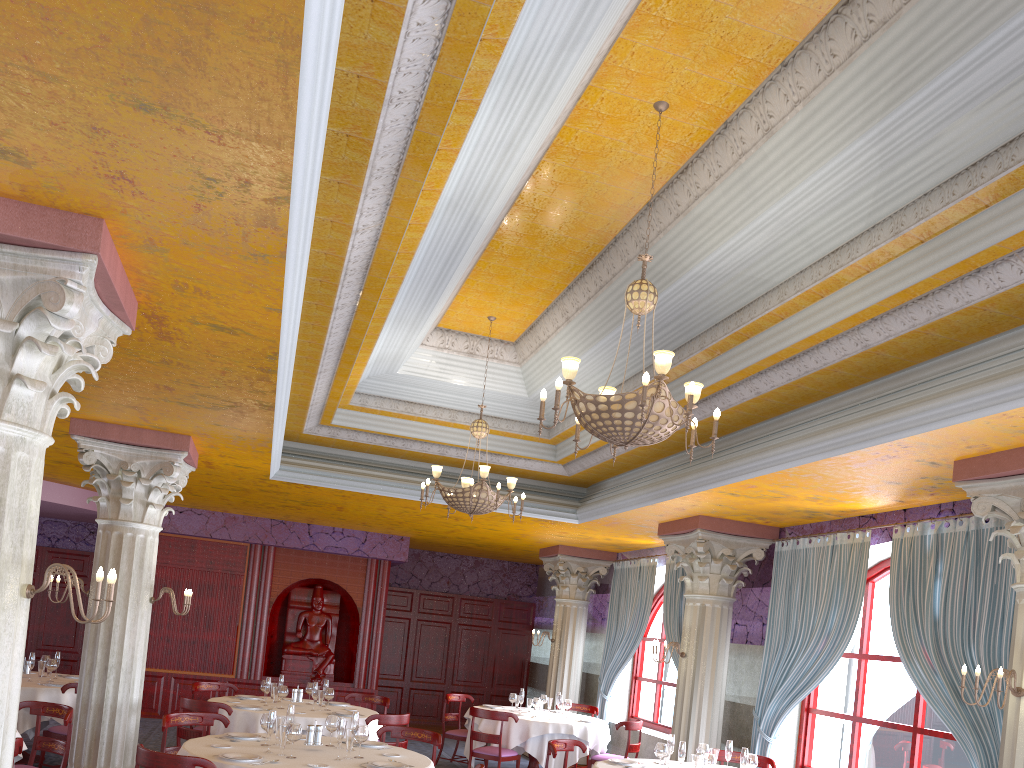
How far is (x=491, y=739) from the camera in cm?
1028

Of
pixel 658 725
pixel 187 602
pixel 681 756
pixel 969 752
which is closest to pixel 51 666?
pixel 187 602

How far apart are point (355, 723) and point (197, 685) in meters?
4.4

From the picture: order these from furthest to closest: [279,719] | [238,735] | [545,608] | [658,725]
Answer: [545,608], [658,725], [238,735], [279,719]

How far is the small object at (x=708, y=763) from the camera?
6.8 meters

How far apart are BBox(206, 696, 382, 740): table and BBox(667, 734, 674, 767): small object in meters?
3.4 m

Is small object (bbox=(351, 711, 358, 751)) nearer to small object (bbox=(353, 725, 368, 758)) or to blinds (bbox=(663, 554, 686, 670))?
small object (bbox=(353, 725, 368, 758))

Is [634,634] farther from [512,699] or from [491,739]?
[491,739]

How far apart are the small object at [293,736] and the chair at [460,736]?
6.2 meters

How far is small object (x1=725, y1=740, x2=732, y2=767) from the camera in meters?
7.5 m
